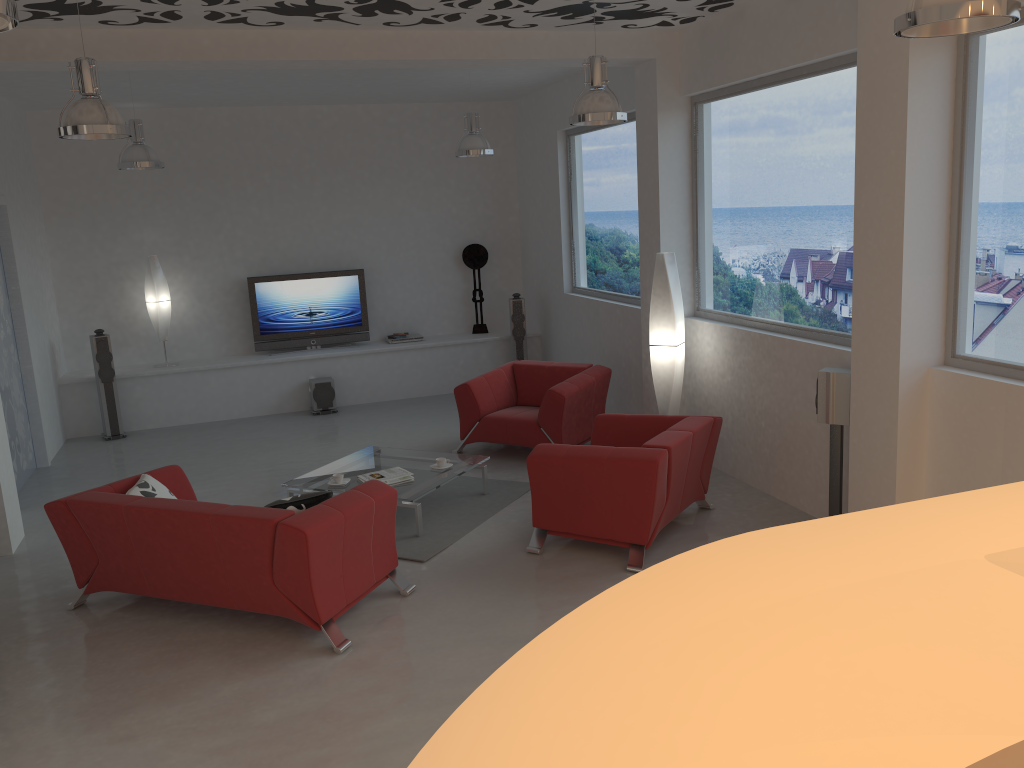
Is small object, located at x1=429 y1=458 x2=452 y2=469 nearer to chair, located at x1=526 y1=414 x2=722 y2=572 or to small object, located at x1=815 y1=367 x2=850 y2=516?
chair, located at x1=526 y1=414 x2=722 y2=572

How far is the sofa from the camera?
4.5m

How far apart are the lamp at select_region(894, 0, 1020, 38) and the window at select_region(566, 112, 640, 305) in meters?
5.3

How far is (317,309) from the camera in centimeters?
1059cm

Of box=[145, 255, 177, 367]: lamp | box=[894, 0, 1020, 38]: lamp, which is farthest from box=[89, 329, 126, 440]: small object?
box=[894, 0, 1020, 38]: lamp

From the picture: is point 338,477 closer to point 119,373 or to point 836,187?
point 836,187

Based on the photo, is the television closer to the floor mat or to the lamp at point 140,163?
the lamp at point 140,163

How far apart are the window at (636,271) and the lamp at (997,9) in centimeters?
530cm

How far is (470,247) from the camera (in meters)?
11.06

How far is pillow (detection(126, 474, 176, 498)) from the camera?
5.19m
